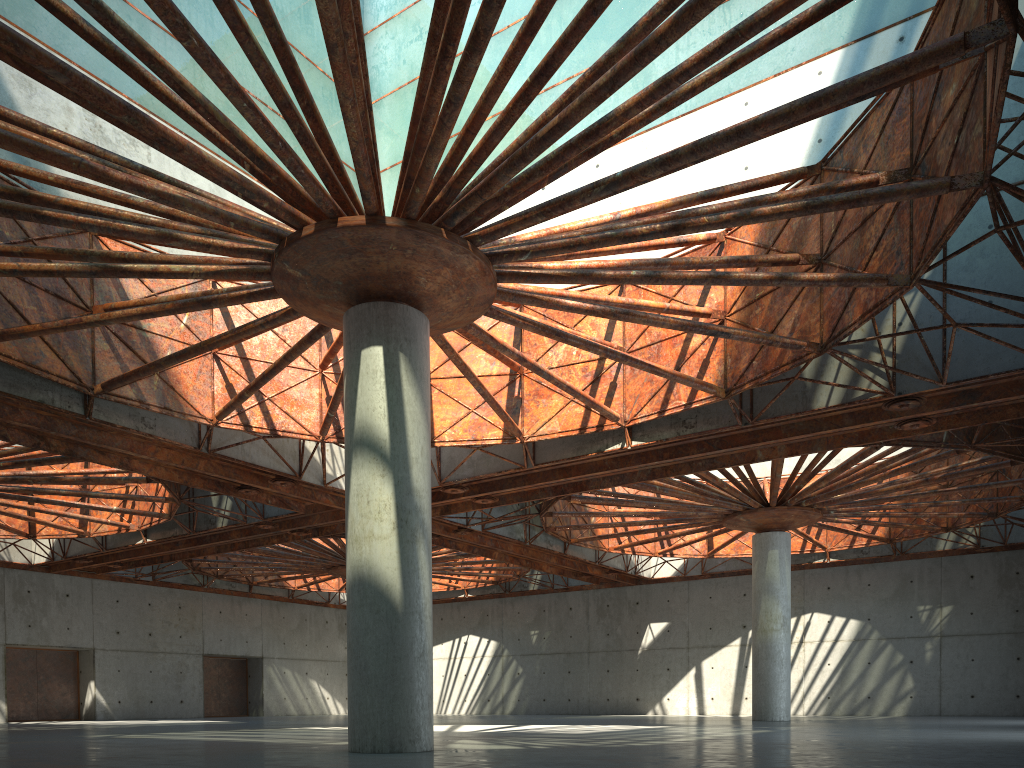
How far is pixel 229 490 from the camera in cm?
3662

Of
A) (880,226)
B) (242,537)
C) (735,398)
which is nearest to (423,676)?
(735,398)
